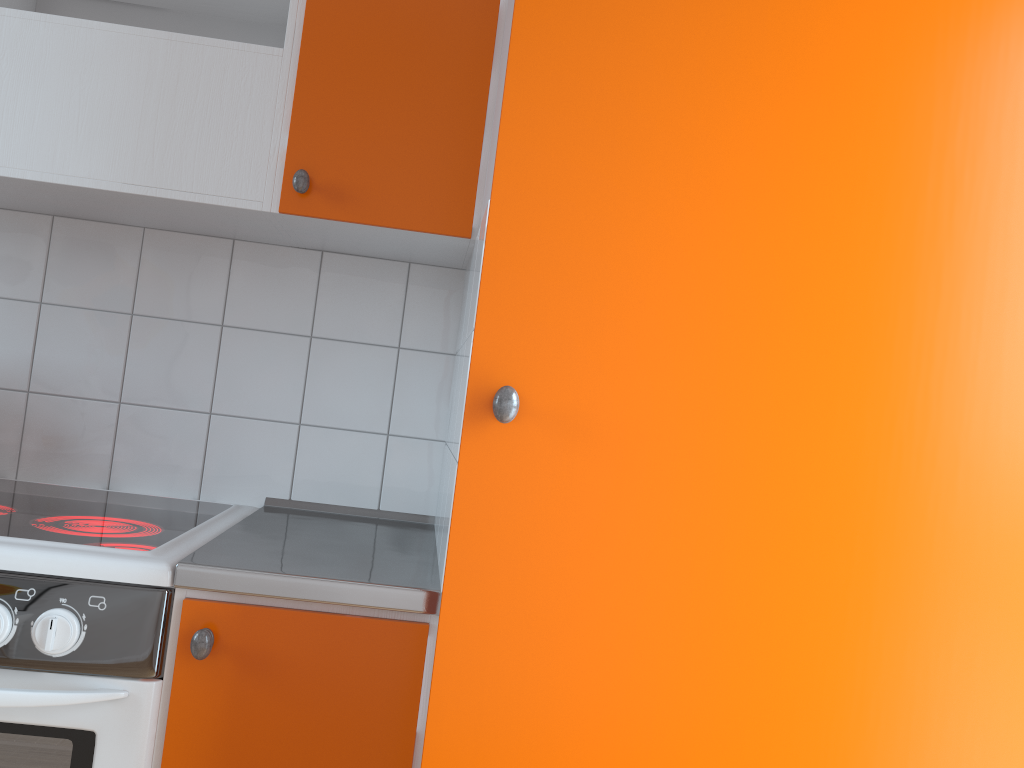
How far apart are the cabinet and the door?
0.3m

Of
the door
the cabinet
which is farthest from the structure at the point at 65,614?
the door

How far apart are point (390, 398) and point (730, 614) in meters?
1.1 m

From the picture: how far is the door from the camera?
0.97m

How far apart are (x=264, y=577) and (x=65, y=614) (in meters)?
0.25

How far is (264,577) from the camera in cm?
120

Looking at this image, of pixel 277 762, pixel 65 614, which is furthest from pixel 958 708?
pixel 65 614

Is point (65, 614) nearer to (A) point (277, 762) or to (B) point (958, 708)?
(A) point (277, 762)

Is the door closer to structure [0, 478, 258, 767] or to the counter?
the counter

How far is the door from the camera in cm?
97
